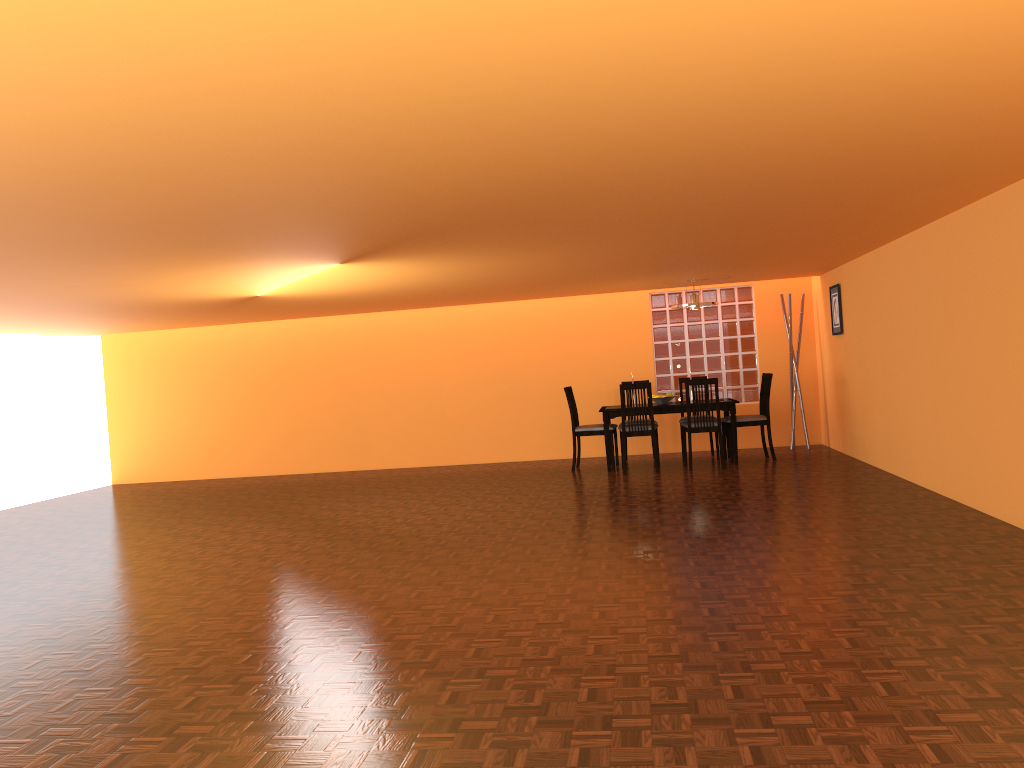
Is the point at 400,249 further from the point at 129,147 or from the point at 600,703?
the point at 600,703

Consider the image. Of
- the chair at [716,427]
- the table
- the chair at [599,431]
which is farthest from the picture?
the chair at [599,431]

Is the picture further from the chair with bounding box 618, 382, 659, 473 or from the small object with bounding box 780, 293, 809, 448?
the chair with bounding box 618, 382, 659, 473

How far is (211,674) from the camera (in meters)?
A: 3.07

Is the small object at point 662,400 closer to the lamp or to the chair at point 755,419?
the chair at point 755,419

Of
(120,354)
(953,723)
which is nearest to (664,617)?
(953,723)

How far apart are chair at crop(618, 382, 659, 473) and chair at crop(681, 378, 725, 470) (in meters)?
0.29

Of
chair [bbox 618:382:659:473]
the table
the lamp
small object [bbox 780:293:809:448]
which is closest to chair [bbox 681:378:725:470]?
the table

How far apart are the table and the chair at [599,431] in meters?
0.1

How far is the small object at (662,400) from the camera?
8.3m
